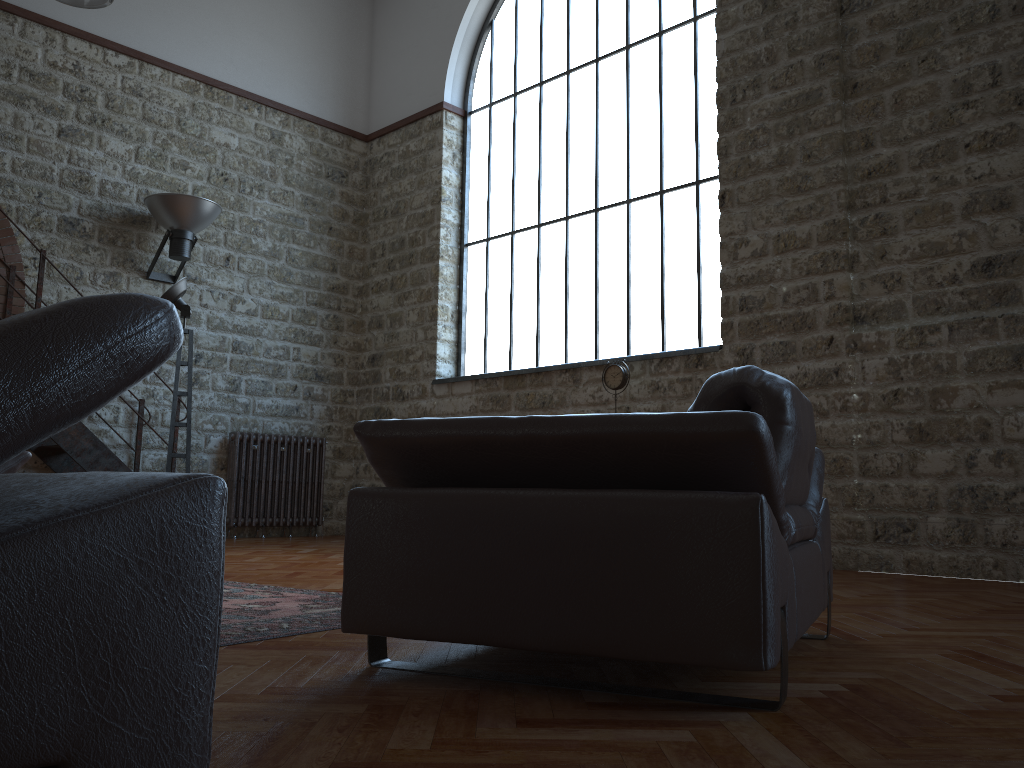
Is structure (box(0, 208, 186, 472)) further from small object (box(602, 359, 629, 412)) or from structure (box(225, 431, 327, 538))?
small object (box(602, 359, 629, 412))

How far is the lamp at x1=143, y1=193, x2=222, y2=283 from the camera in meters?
7.5

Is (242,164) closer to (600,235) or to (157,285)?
(157,285)

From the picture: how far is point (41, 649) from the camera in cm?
70

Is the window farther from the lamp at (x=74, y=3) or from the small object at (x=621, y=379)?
the lamp at (x=74, y=3)

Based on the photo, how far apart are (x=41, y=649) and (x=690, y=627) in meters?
1.3

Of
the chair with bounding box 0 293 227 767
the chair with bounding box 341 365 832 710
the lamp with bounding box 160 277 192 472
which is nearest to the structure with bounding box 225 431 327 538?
the lamp with bounding box 160 277 192 472

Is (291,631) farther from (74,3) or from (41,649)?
(74,3)

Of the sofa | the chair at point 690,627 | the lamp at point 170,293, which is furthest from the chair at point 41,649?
the lamp at point 170,293

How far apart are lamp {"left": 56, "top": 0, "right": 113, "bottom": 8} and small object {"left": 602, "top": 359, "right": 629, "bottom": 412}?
4.7m
